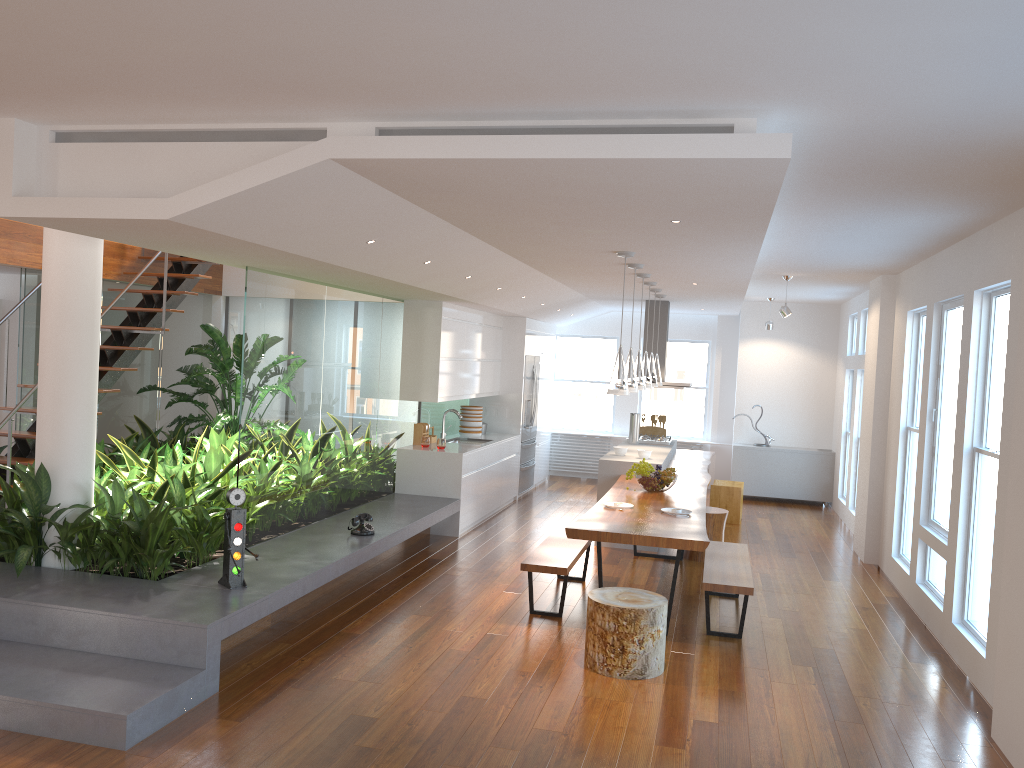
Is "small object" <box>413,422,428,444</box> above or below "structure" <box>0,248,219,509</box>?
below

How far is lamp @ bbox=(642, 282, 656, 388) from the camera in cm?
823

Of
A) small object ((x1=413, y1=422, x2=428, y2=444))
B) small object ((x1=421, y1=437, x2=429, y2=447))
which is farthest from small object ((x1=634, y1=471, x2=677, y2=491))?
small object ((x1=413, y1=422, x2=428, y2=444))

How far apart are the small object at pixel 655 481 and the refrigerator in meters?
3.9

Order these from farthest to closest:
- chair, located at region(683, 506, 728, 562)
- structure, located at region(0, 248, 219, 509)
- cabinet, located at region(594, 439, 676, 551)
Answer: cabinet, located at region(594, 439, 676, 551) → chair, located at region(683, 506, 728, 562) → structure, located at region(0, 248, 219, 509)

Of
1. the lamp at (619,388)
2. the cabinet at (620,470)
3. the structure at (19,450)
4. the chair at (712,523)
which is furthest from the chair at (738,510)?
the structure at (19,450)

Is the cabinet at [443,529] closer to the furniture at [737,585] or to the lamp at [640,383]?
the lamp at [640,383]

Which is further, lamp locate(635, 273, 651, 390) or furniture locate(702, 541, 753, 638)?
lamp locate(635, 273, 651, 390)

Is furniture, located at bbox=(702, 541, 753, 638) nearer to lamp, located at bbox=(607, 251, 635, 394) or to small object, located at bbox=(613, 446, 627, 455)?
lamp, located at bbox=(607, 251, 635, 394)

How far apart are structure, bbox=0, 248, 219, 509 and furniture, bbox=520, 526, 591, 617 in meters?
3.4 m
